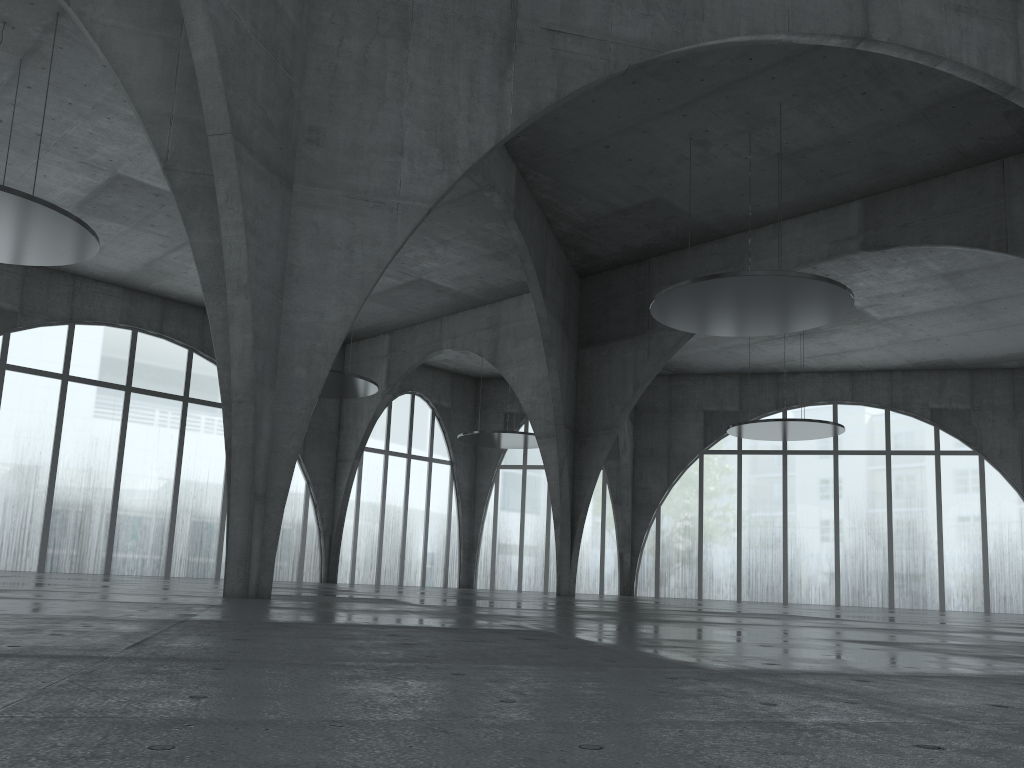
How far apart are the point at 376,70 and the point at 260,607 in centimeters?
1833cm
